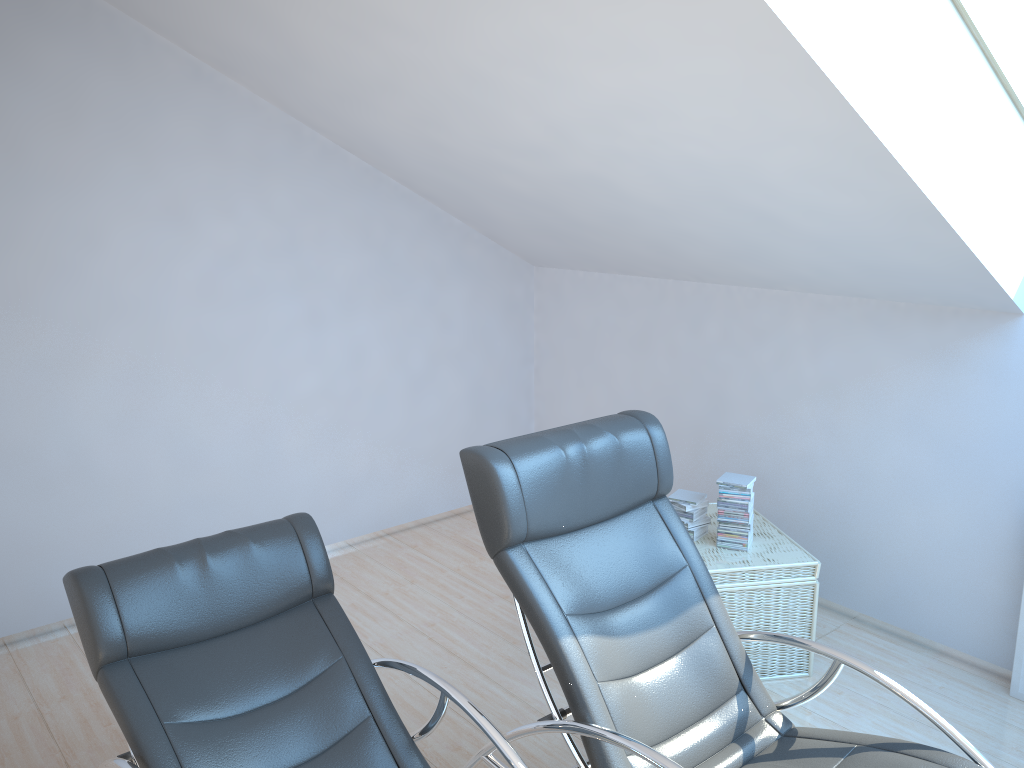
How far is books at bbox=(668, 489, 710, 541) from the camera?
3.8m

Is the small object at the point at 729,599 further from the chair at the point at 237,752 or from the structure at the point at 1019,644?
the chair at the point at 237,752

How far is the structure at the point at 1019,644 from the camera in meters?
3.5

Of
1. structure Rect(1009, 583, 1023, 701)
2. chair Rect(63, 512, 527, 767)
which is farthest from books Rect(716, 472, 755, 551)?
chair Rect(63, 512, 527, 767)

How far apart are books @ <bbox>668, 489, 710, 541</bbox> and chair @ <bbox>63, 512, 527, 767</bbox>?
1.6 meters

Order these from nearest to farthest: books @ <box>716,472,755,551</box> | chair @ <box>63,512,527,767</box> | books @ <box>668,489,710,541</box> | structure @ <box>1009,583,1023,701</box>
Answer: chair @ <box>63,512,527,767</box> < structure @ <box>1009,583,1023,701</box> < books @ <box>716,472,755,551</box> < books @ <box>668,489,710,541</box>

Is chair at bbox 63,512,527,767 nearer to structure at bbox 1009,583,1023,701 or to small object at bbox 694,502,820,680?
small object at bbox 694,502,820,680

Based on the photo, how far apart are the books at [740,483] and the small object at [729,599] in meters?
0.0 m

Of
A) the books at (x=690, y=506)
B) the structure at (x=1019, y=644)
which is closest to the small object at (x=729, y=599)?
the books at (x=690, y=506)

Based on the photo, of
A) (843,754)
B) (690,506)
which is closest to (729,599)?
(690,506)
